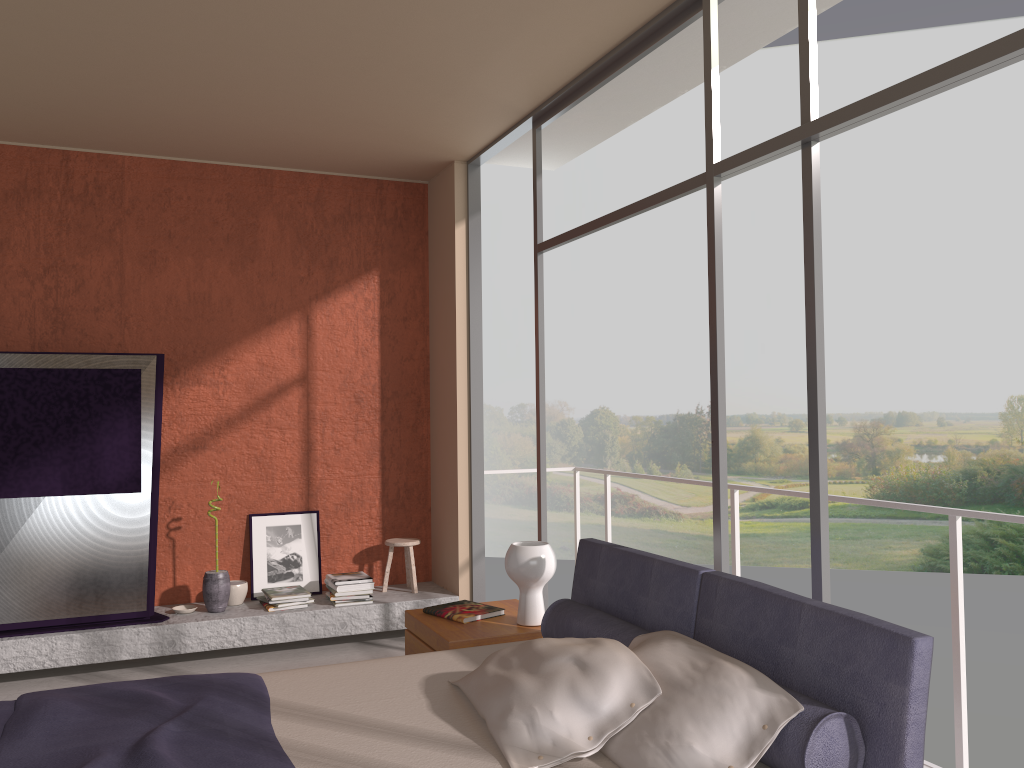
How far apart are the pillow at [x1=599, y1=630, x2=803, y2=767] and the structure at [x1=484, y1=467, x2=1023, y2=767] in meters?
1.3 m

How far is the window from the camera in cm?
253

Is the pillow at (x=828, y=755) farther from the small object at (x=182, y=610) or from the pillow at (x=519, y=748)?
the small object at (x=182, y=610)

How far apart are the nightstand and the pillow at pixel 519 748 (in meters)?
0.65

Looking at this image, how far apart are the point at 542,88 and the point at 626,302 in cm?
1822

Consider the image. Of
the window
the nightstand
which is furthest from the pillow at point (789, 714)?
the nightstand

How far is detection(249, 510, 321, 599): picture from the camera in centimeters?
583cm

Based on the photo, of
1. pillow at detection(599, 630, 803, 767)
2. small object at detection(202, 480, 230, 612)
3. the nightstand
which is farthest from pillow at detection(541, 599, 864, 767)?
small object at detection(202, 480, 230, 612)

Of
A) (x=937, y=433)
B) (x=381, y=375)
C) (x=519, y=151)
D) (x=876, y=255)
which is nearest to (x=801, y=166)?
(x=876, y=255)

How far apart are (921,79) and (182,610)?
4.80m
